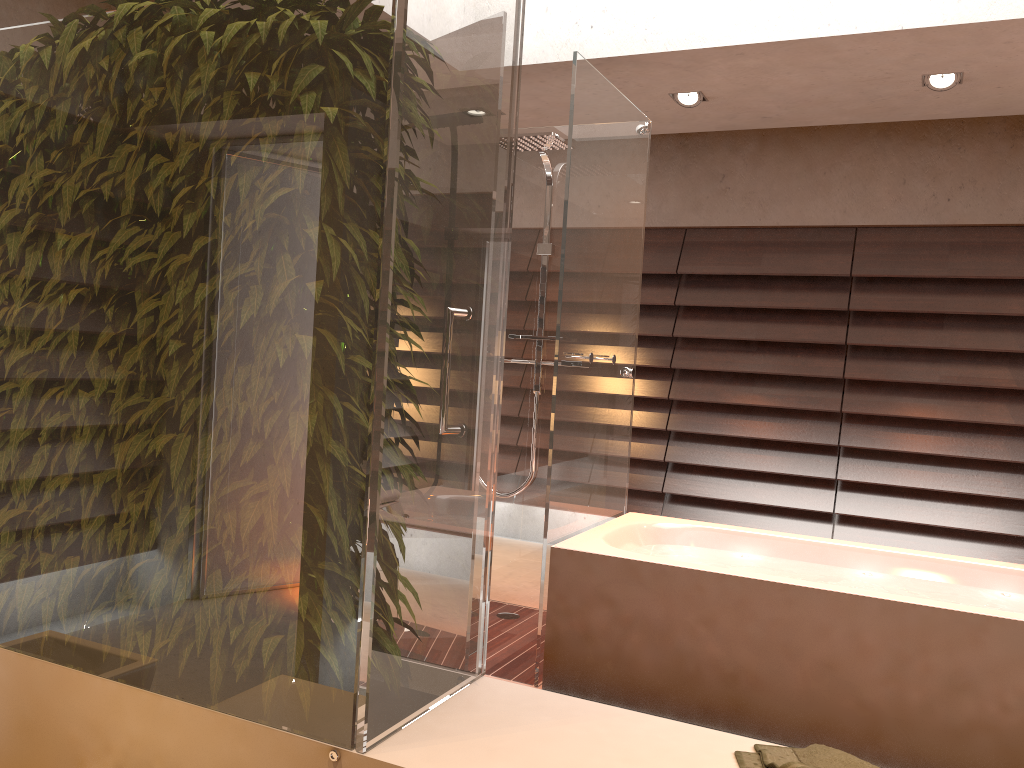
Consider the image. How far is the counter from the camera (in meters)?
1.21

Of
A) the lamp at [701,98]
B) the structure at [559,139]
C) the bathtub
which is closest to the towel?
the bathtub

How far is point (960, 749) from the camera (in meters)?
2.53

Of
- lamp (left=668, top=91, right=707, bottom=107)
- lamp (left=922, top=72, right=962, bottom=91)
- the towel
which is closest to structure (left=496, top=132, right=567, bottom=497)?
lamp (left=668, top=91, right=707, bottom=107)

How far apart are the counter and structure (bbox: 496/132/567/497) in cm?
257

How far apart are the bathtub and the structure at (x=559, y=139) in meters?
0.5

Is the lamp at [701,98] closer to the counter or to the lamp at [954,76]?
the lamp at [954,76]

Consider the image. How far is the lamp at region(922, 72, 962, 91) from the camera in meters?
3.9 m

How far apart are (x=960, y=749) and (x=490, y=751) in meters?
1.9 m

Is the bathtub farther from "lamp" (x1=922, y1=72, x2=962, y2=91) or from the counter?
"lamp" (x1=922, y1=72, x2=962, y2=91)
